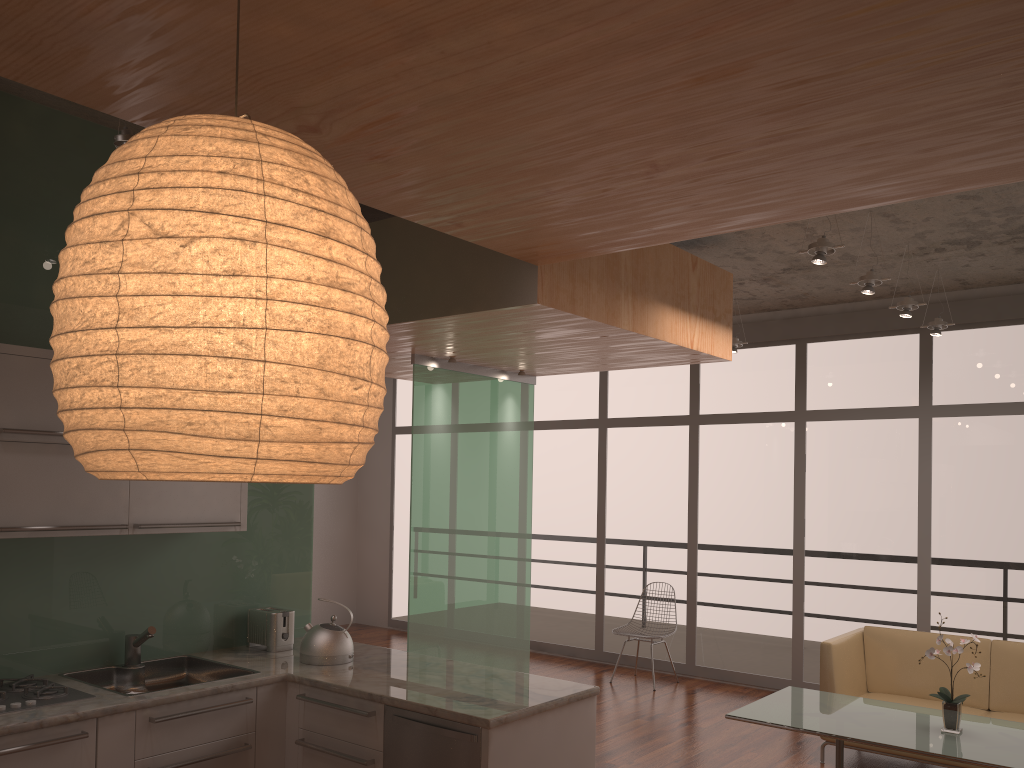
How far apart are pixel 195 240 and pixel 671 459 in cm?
784

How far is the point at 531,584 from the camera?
9.39m

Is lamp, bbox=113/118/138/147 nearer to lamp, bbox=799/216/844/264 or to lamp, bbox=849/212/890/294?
lamp, bbox=799/216/844/264

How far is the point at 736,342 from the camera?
7.34m

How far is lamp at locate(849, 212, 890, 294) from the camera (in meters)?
5.10

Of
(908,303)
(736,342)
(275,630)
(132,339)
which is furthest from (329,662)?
(736,342)

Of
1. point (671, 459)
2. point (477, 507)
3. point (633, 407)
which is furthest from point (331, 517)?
point (477, 507)

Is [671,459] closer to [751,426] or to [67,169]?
[751,426]

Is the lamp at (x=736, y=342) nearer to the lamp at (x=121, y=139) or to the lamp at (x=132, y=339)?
the lamp at (x=132, y=339)

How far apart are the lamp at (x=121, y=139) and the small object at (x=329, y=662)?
2.3 meters
